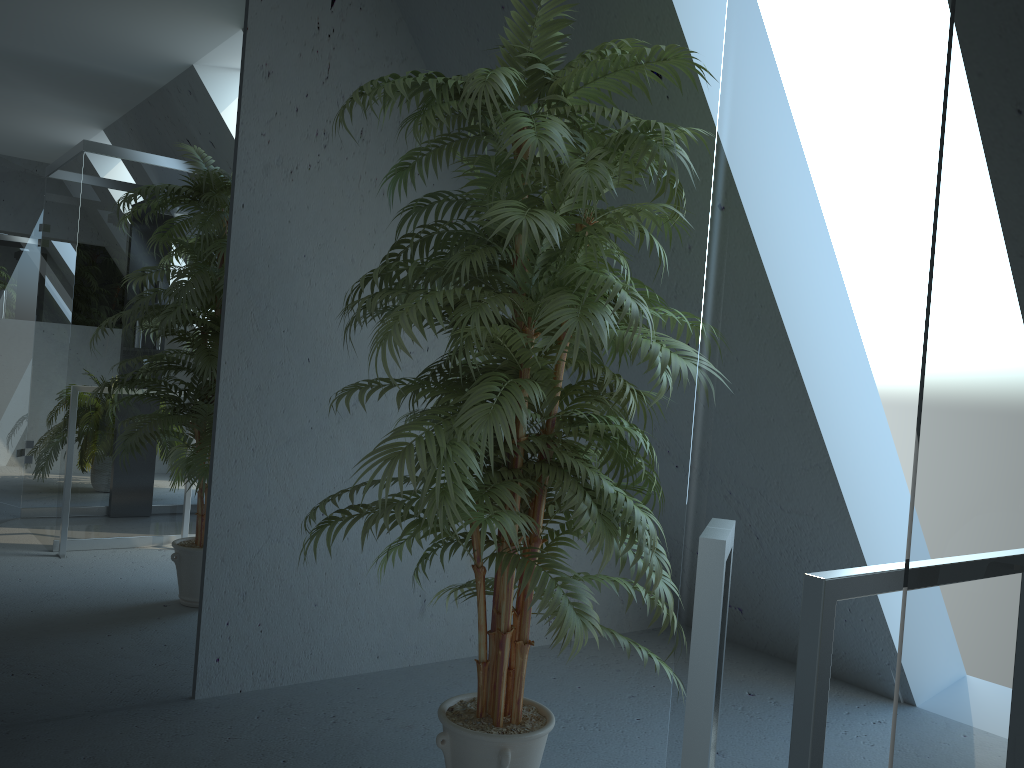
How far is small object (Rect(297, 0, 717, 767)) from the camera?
1.8m

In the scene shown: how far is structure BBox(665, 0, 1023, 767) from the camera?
0.44m

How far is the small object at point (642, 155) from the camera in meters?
1.8

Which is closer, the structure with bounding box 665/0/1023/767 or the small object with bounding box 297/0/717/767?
the structure with bounding box 665/0/1023/767

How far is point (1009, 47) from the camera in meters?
0.4 m

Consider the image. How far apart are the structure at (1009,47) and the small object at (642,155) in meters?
1.2 m

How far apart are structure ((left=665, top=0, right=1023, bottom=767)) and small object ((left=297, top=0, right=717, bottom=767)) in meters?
1.2 m
